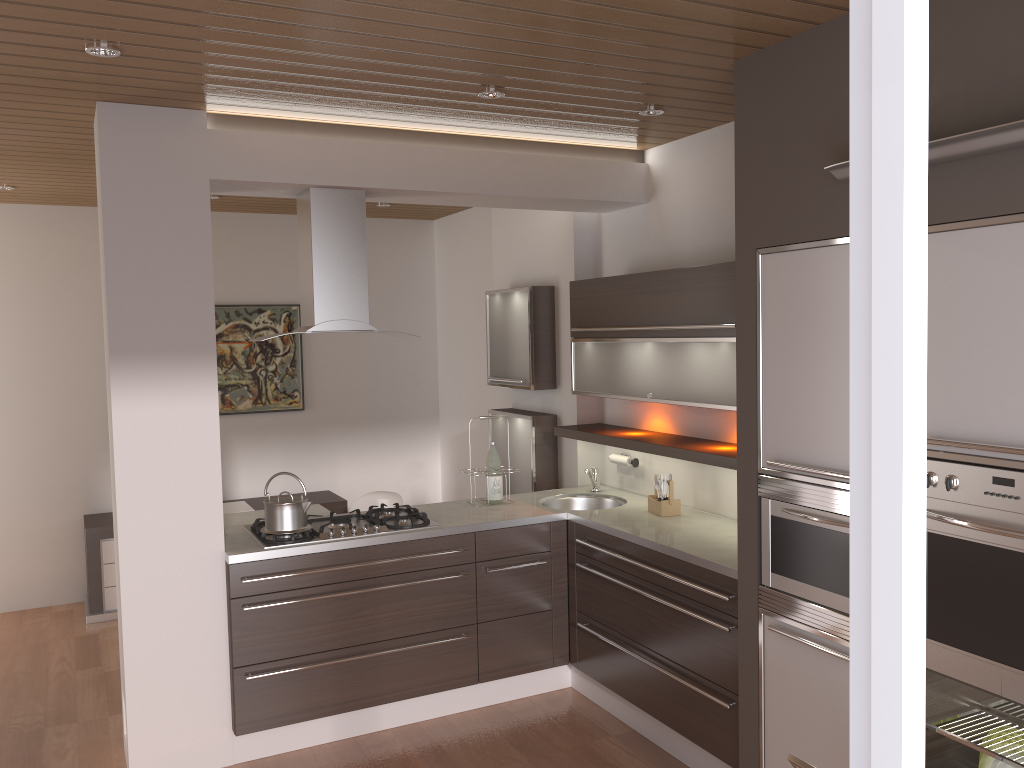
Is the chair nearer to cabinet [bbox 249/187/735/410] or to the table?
the table

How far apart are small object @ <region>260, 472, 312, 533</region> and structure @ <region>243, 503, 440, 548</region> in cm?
3

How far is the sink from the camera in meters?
4.7 m

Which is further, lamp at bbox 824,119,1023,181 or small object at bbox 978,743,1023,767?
small object at bbox 978,743,1023,767

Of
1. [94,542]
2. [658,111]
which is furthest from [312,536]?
[94,542]

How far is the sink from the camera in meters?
4.7

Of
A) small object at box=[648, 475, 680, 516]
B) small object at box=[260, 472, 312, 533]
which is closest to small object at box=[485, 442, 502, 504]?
small object at box=[648, 475, 680, 516]

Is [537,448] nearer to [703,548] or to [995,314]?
[703,548]

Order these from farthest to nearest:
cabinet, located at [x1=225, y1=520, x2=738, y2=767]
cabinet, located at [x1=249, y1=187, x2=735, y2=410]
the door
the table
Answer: the table
cabinet, located at [x1=249, y1=187, x2=735, y2=410]
cabinet, located at [x1=225, y1=520, x2=738, y2=767]
the door

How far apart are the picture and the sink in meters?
2.7
